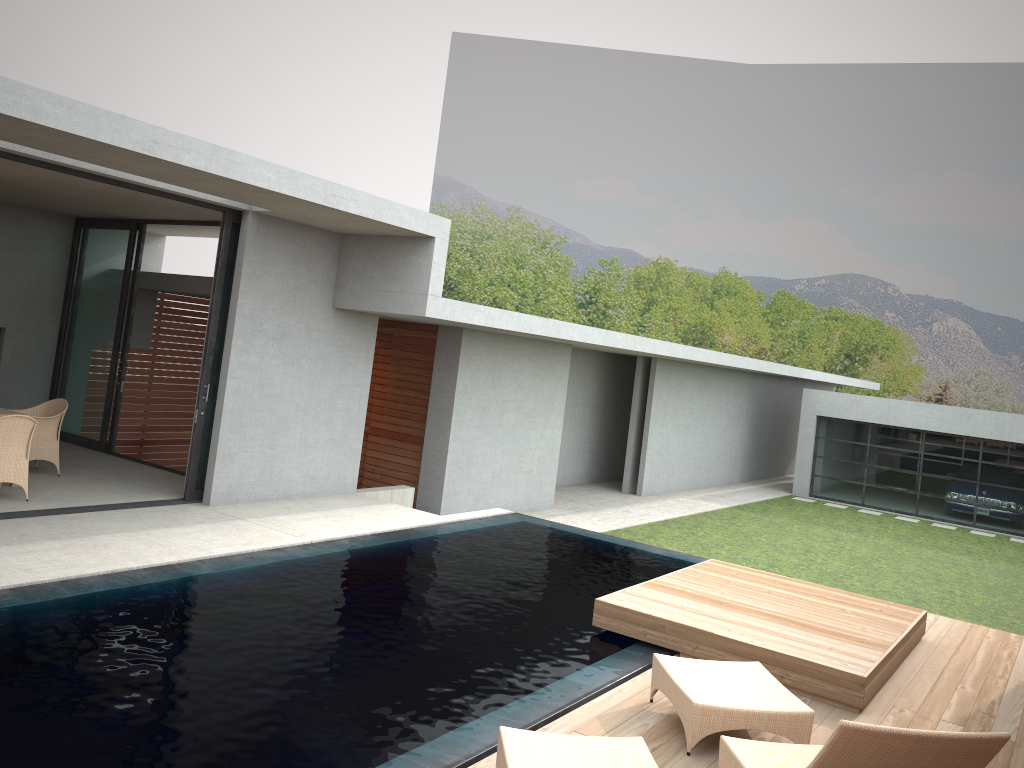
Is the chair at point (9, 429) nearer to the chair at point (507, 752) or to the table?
the table

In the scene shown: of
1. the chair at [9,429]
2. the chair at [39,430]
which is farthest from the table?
the chair at [9,429]

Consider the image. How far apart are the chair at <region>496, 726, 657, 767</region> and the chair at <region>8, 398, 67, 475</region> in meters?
7.8 m

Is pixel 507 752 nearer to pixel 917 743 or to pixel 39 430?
pixel 917 743

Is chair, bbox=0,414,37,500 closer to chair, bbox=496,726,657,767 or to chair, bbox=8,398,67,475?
chair, bbox=8,398,67,475

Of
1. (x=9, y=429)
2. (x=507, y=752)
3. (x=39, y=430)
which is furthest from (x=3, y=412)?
(x=507, y=752)

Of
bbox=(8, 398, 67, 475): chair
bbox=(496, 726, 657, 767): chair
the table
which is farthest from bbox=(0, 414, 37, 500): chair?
bbox=(496, 726, 657, 767): chair

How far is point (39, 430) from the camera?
9.96m

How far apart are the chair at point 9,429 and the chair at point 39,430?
1.19m

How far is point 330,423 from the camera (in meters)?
11.13
